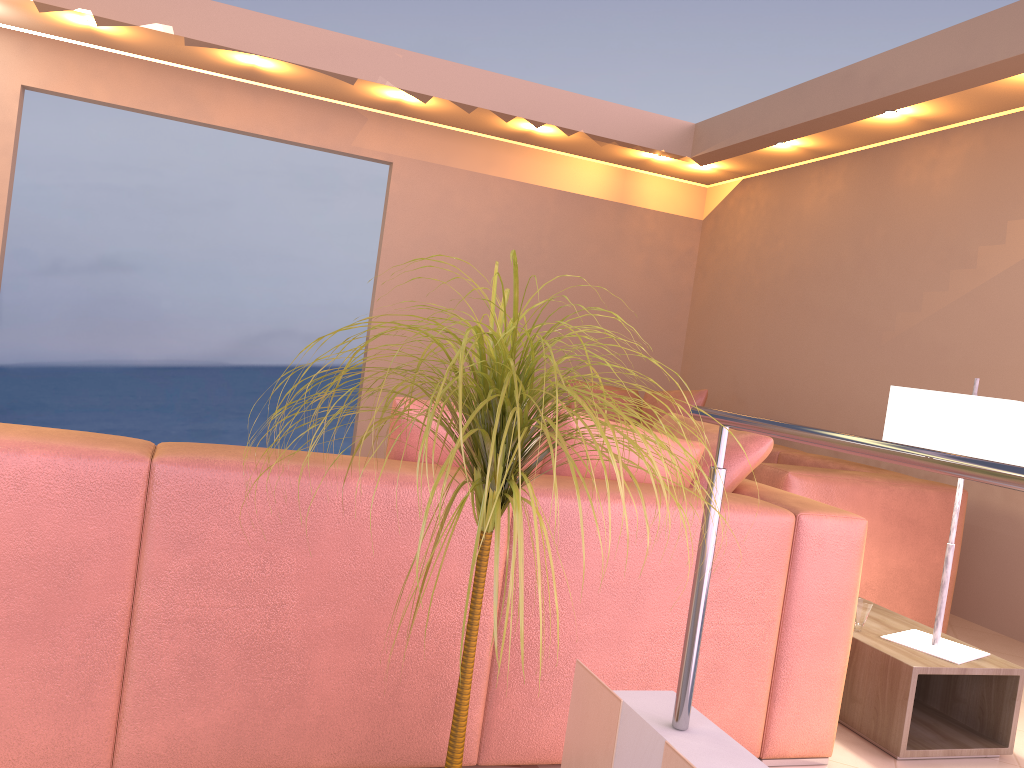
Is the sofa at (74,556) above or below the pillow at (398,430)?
below

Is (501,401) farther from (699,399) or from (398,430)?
(699,399)

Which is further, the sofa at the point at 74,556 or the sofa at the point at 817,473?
the sofa at the point at 817,473

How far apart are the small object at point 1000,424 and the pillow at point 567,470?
0.62m

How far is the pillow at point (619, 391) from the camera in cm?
581

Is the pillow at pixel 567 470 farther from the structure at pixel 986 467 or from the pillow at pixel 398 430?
the structure at pixel 986 467

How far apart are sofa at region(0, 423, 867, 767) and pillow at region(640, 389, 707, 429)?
2.8m

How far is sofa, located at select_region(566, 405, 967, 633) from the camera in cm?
343

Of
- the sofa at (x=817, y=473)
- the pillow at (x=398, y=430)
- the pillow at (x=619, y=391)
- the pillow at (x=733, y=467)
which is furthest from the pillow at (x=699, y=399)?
the pillow at (x=398, y=430)

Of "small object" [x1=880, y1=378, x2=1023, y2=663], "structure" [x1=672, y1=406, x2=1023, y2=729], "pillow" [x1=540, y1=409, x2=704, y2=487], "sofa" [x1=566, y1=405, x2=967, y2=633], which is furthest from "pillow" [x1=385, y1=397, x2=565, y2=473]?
"sofa" [x1=566, y1=405, x2=967, y2=633]
